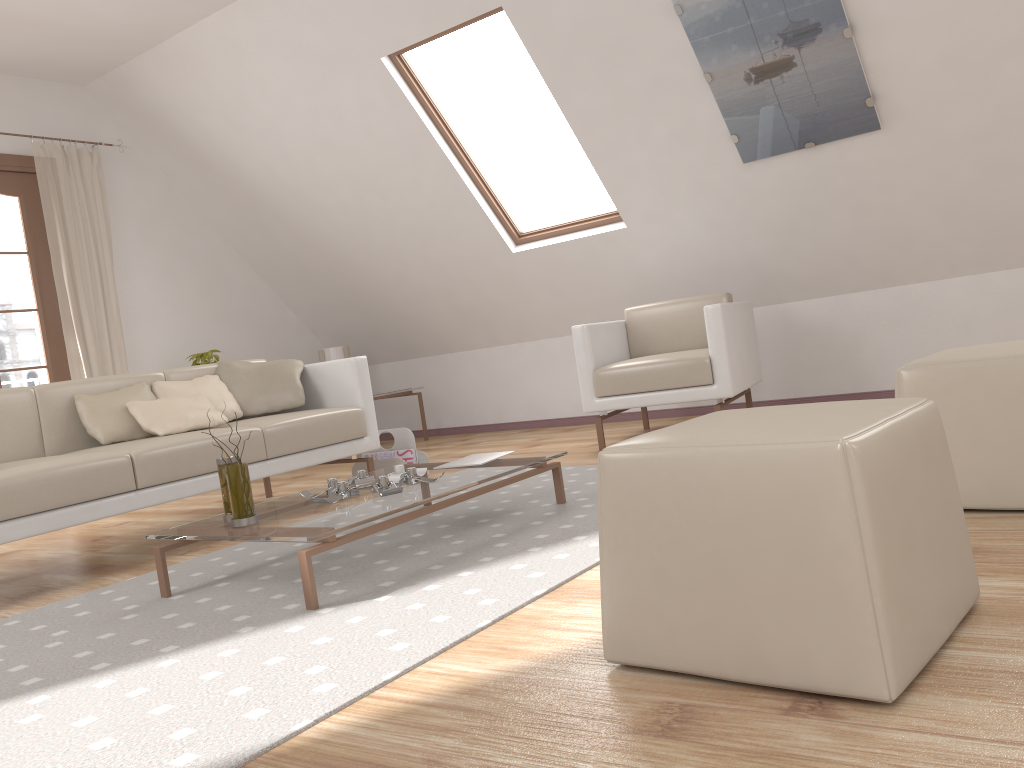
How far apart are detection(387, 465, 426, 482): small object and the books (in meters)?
0.18

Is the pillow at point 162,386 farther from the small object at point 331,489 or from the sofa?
the small object at point 331,489

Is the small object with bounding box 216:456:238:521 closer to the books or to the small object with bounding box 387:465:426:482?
the small object with bounding box 387:465:426:482

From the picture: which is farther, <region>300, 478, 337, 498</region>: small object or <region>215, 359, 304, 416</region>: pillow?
<region>215, 359, 304, 416</region>: pillow

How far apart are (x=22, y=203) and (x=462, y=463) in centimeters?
370cm

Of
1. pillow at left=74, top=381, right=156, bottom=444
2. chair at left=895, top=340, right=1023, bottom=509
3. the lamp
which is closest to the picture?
chair at left=895, top=340, right=1023, bottom=509

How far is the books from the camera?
3.1 meters

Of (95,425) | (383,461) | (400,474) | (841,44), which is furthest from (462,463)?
(841,44)

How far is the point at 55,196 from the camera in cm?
A: 524

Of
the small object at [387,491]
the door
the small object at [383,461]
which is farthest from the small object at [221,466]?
the door
